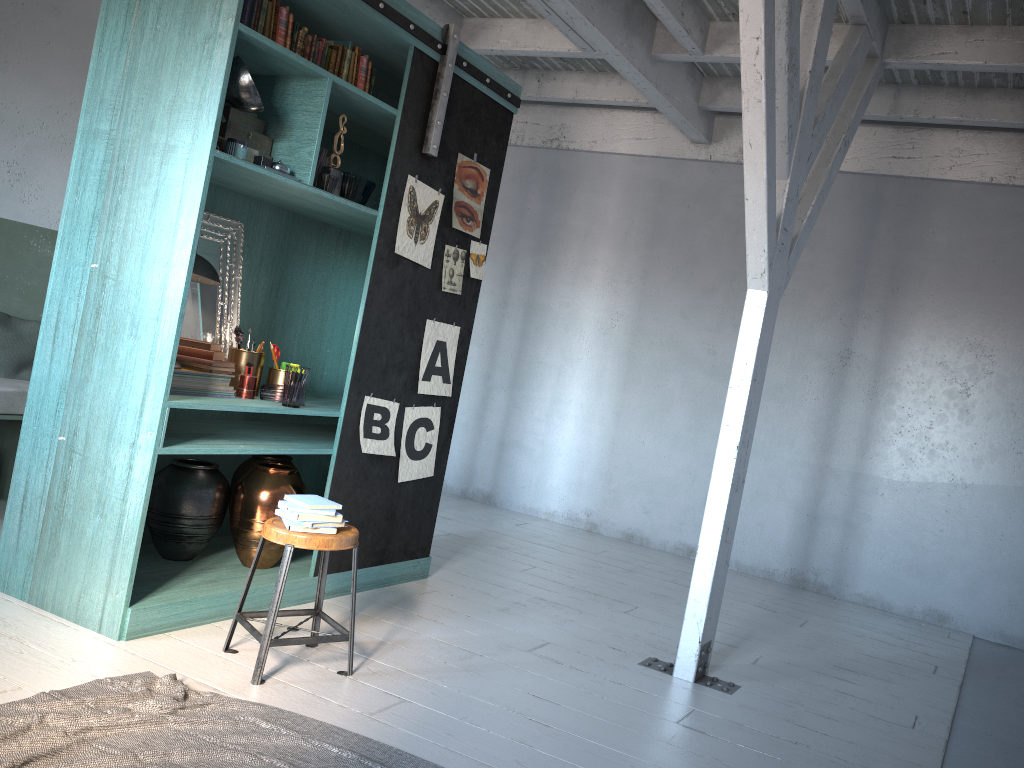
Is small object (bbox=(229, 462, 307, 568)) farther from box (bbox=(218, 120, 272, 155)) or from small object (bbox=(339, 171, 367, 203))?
box (bbox=(218, 120, 272, 155))

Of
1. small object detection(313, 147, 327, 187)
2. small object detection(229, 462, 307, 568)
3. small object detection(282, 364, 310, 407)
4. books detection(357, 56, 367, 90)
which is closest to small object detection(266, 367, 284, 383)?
small object detection(282, 364, 310, 407)

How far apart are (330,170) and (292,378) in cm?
118

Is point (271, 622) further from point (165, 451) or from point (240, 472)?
point (240, 472)

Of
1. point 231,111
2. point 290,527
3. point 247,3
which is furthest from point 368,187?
point 290,527

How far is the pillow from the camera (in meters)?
6.05

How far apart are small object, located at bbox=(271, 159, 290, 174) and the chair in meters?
1.8

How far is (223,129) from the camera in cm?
450

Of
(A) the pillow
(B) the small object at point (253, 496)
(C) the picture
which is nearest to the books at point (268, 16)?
(C) the picture

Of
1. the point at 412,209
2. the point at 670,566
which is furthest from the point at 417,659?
the point at 670,566
